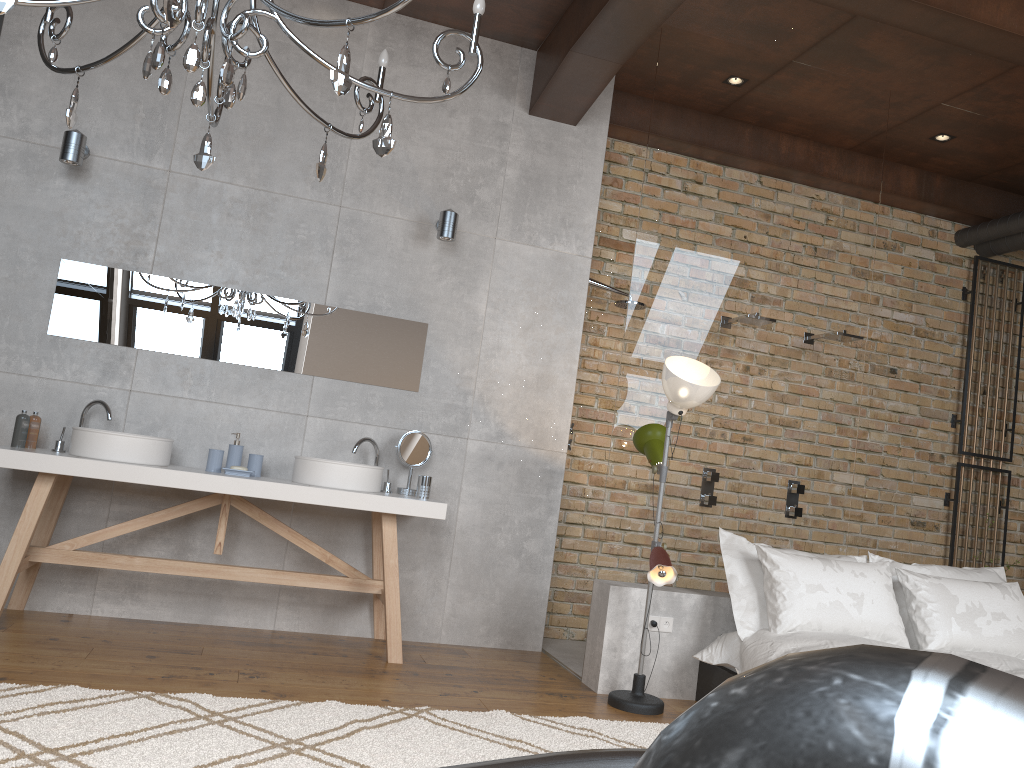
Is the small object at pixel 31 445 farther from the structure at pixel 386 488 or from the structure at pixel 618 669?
the structure at pixel 618 669

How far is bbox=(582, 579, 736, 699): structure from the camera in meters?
4.1

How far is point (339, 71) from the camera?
2.1 meters

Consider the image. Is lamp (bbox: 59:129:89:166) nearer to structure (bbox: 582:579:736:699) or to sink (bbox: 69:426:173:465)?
sink (bbox: 69:426:173:465)

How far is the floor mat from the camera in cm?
256

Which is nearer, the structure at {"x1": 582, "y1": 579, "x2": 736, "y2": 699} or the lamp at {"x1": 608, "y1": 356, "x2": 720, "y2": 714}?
the lamp at {"x1": 608, "y1": 356, "x2": 720, "y2": 714}

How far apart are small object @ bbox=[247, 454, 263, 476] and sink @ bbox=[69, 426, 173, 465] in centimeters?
39cm

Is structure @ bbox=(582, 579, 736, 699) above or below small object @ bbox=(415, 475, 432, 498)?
below

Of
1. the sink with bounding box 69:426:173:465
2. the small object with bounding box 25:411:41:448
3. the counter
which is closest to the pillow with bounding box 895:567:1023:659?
the counter

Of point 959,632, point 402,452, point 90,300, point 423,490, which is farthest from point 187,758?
point 959,632
